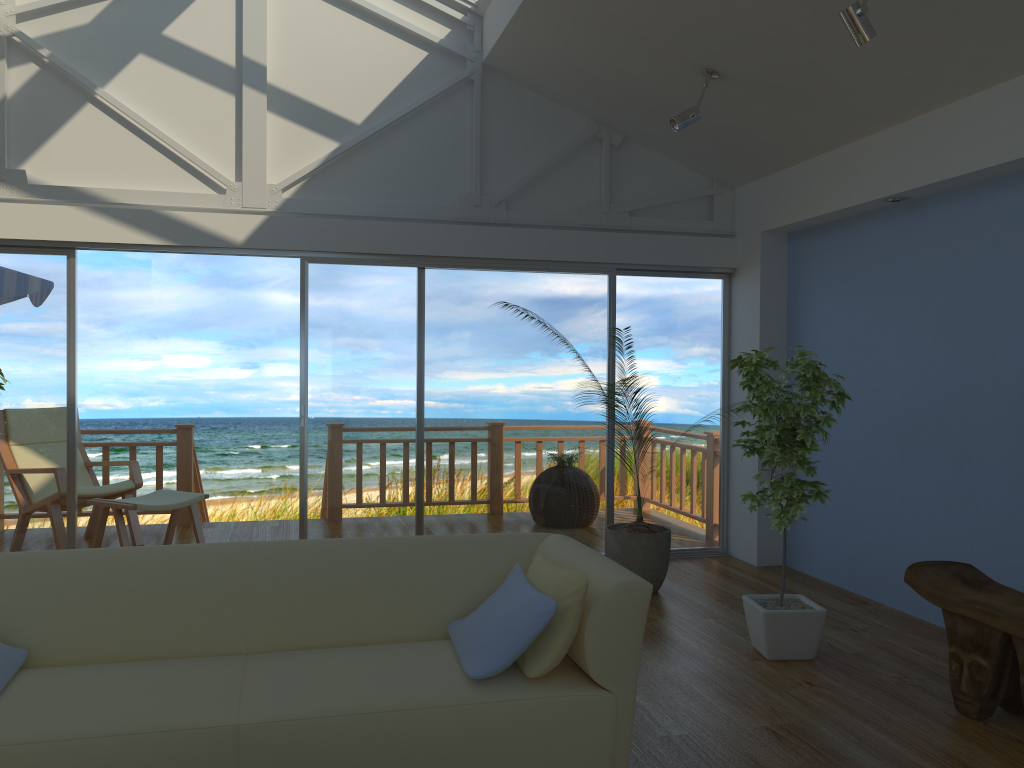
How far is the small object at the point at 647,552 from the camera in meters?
5.0 m

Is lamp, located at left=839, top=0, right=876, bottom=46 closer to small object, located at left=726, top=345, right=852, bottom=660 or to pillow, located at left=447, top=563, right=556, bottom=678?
small object, located at left=726, top=345, right=852, bottom=660

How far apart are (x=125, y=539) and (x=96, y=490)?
0.7 meters

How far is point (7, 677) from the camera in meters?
2.5

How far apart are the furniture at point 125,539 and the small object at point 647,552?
2.8m

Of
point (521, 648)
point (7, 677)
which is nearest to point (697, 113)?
point (521, 648)

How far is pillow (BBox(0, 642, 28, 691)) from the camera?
2.54m

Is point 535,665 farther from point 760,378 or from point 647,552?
point 647,552

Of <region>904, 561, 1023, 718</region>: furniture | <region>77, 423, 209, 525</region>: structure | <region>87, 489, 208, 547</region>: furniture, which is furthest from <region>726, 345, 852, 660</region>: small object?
<region>77, 423, 209, 525</region>: structure

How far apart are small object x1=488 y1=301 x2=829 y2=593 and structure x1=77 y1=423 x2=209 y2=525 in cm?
373
